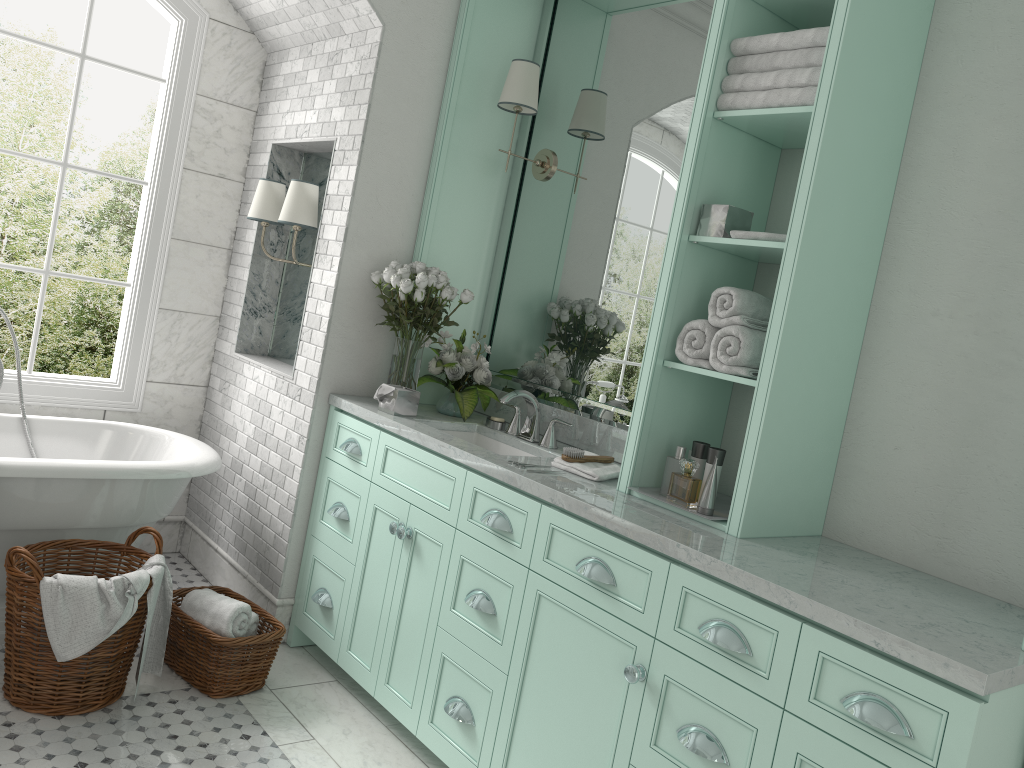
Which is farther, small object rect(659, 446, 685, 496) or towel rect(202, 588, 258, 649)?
towel rect(202, 588, 258, 649)

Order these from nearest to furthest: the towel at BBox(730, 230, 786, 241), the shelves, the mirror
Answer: the shelves, the towel at BBox(730, 230, 786, 241), the mirror

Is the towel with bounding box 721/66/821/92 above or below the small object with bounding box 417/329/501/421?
above

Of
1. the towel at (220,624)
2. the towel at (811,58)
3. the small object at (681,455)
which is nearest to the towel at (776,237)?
the towel at (811,58)

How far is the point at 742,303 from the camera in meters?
2.7

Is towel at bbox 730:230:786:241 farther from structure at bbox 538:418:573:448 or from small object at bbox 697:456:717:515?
structure at bbox 538:418:573:448

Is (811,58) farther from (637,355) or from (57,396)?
(57,396)

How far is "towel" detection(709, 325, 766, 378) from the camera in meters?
2.7 m

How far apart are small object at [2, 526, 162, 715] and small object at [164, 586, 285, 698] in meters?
0.2

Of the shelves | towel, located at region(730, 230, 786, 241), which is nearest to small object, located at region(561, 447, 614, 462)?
the shelves
